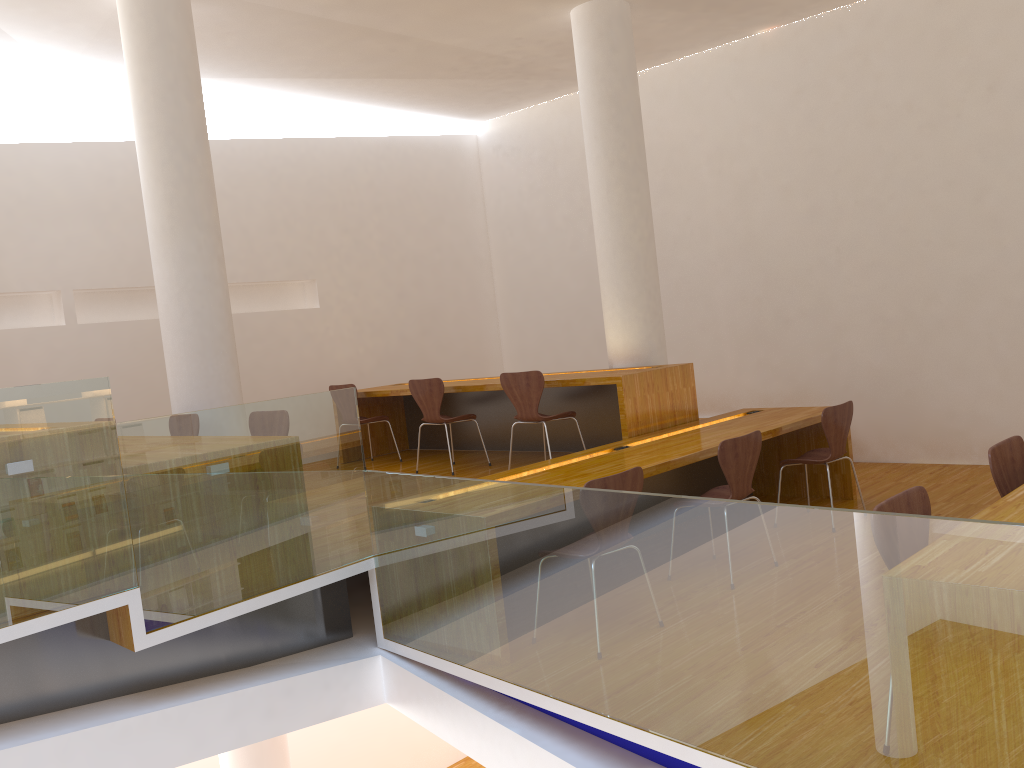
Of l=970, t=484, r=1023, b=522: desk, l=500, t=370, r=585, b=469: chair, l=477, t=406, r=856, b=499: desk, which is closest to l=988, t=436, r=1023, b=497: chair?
l=970, t=484, r=1023, b=522: desk

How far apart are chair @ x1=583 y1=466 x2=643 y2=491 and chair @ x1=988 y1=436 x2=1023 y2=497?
1.30m

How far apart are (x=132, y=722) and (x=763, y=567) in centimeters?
226cm

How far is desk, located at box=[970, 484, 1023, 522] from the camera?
2.6 meters

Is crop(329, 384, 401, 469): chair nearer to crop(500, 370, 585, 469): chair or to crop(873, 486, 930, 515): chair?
crop(500, 370, 585, 469): chair

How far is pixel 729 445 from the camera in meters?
4.2

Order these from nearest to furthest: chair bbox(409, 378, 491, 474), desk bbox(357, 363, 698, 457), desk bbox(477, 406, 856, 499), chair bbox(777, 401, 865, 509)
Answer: desk bbox(477, 406, 856, 499)
chair bbox(777, 401, 865, 509)
desk bbox(357, 363, 698, 457)
chair bbox(409, 378, 491, 474)

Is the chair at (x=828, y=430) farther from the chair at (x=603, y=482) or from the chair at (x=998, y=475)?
the chair at (x=603, y=482)

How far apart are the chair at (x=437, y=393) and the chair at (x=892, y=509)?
3.92m

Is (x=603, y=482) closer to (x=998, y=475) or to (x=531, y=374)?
(x=998, y=475)
